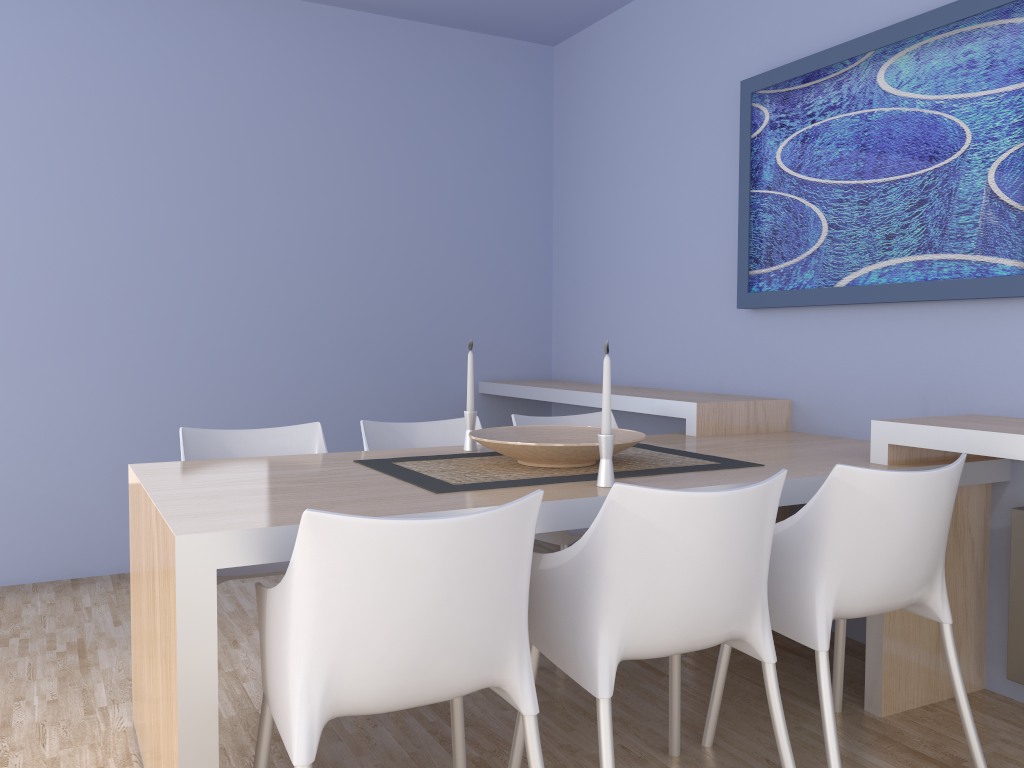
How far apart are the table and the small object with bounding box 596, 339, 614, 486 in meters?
0.0 m

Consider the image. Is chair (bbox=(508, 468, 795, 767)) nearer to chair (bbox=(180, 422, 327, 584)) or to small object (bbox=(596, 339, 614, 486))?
small object (bbox=(596, 339, 614, 486))

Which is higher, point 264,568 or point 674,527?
point 674,527

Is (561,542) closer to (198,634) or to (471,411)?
(471,411)

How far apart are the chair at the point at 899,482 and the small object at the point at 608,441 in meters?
0.4

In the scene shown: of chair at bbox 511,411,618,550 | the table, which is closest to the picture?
the table

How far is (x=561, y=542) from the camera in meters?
3.0

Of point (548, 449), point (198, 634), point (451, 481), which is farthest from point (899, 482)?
point (198, 634)

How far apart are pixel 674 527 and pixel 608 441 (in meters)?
0.40

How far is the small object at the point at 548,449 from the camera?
2.25m
